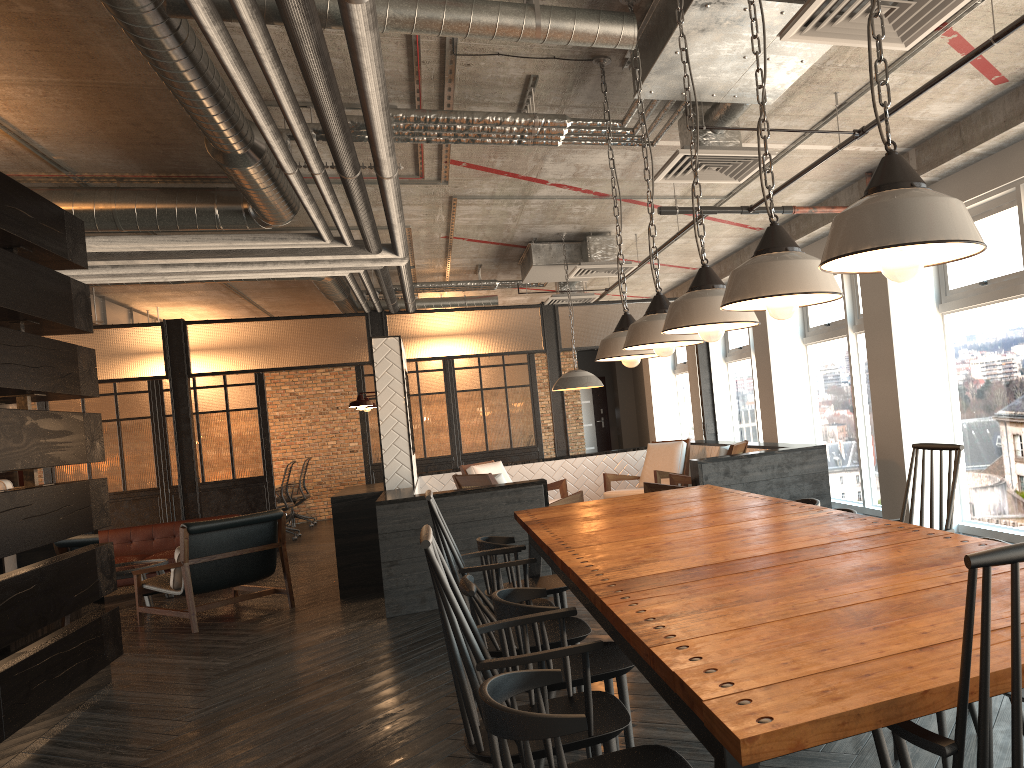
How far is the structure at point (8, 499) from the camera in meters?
4.5 m

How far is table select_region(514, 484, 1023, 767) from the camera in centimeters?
127cm

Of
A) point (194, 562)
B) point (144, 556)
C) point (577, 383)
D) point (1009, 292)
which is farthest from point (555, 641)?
point (144, 556)

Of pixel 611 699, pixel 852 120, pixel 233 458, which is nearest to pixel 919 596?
pixel 611 699

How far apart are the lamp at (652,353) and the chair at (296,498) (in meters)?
10.56

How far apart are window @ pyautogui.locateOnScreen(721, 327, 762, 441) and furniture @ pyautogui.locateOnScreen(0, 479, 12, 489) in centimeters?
804cm

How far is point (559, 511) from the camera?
4.57m

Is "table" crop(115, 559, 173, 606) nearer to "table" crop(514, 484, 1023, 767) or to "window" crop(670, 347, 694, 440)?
"table" crop(514, 484, 1023, 767)

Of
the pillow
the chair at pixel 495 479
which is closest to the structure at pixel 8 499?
the pillow

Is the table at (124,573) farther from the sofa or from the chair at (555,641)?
the chair at (555,641)
